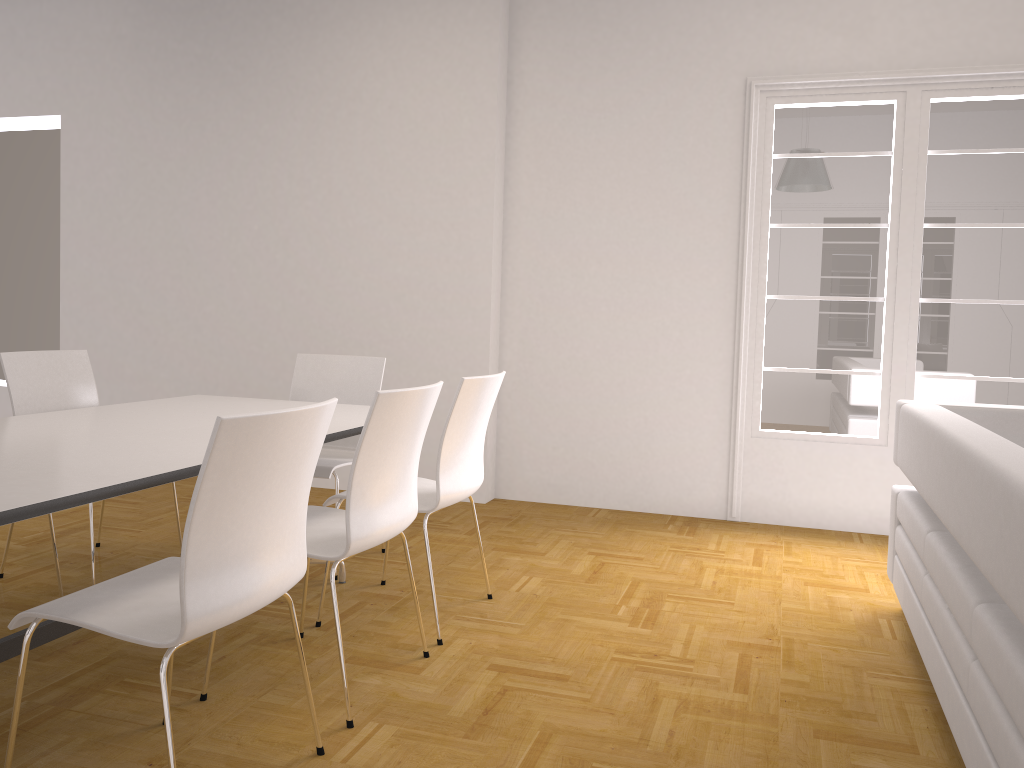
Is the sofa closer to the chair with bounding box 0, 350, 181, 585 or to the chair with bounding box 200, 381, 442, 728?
the chair with bounding box 200, 381, 442, 728

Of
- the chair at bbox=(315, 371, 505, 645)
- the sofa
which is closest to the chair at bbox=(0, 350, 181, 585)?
the chair at bbox=(315, 371, 505, 645)

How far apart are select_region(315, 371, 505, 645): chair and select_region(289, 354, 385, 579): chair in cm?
46

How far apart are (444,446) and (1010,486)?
1.81m

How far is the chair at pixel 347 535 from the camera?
2.5 meters

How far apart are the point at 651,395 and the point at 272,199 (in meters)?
2.73

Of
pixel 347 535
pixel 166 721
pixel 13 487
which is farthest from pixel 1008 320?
pixel 13 487

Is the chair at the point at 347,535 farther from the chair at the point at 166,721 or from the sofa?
the sofa

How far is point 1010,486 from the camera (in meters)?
1.76

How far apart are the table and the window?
2.3 meters
